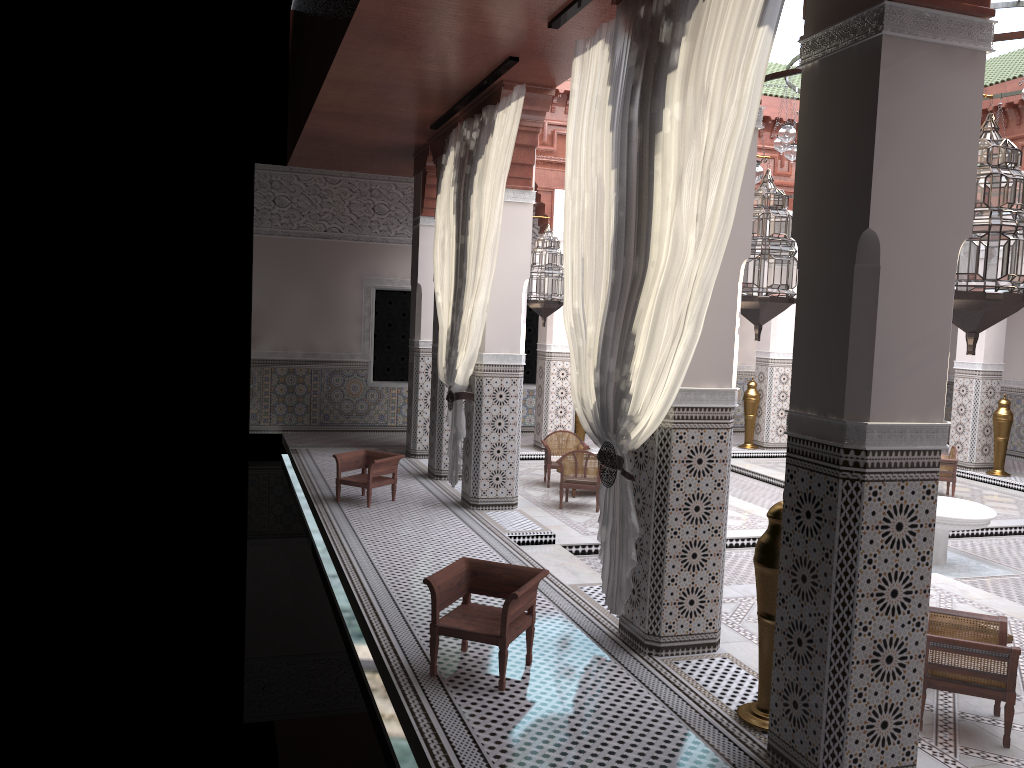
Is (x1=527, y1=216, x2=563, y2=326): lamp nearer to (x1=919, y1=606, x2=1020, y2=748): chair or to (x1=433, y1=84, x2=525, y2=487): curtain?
(x1=433, y1=84, x2=525, y2=487): curtain

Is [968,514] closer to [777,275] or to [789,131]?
[789,131]

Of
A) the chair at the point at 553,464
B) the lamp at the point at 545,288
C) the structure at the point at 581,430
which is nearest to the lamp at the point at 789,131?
the lamp at the point at 545,288

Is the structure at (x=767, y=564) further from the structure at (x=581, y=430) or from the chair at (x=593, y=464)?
the structure at (x=581, y=430)

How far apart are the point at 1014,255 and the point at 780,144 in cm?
263

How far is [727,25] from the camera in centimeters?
198cm

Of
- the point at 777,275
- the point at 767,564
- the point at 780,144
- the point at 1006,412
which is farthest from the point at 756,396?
the point at 767,564

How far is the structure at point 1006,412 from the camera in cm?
585

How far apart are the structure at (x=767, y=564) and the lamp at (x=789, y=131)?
2.5m

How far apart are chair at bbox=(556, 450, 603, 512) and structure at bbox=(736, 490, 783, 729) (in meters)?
2.40
